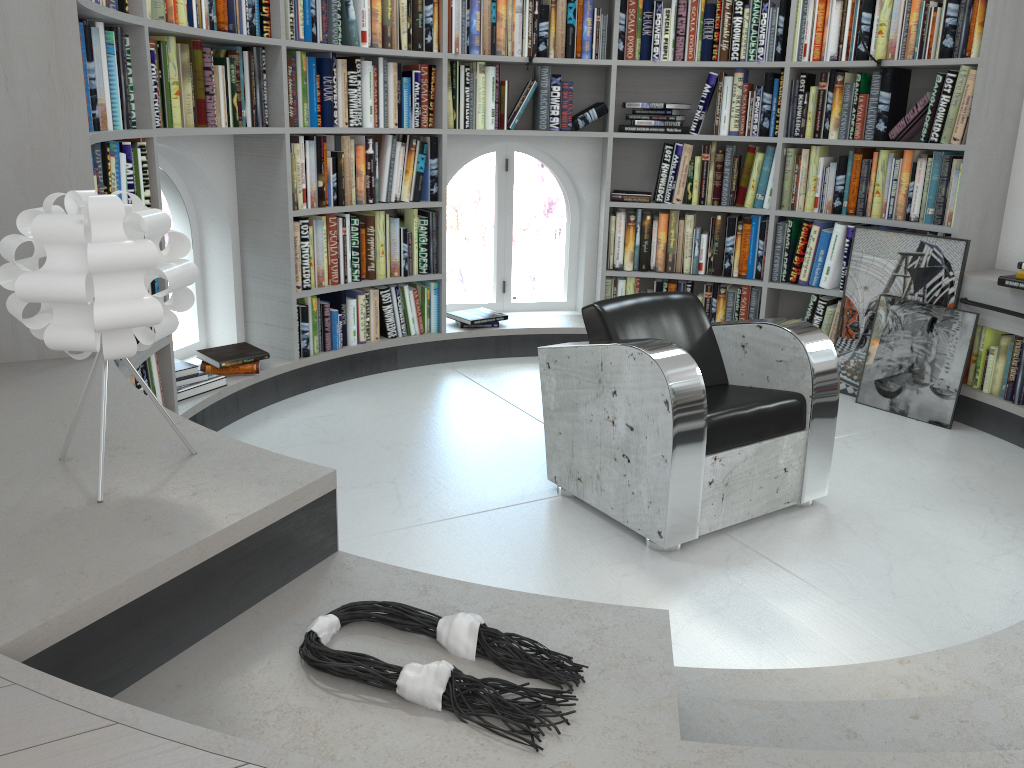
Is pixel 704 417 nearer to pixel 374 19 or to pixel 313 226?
pixel 313 226

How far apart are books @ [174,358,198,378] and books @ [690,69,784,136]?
2.87m

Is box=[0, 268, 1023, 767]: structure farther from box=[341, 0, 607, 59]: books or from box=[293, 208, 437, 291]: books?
box=[341, 0, 607, 59]: books

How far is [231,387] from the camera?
3.9 meters

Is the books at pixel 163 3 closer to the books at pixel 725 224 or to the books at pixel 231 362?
the books at pixel 231 362

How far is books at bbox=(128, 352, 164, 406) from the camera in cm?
326

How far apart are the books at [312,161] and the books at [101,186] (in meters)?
0.99

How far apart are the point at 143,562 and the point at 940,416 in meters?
3.8 m

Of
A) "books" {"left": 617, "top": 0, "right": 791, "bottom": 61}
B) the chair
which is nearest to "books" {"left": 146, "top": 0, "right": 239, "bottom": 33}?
the chair

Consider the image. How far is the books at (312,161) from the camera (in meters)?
4.21
